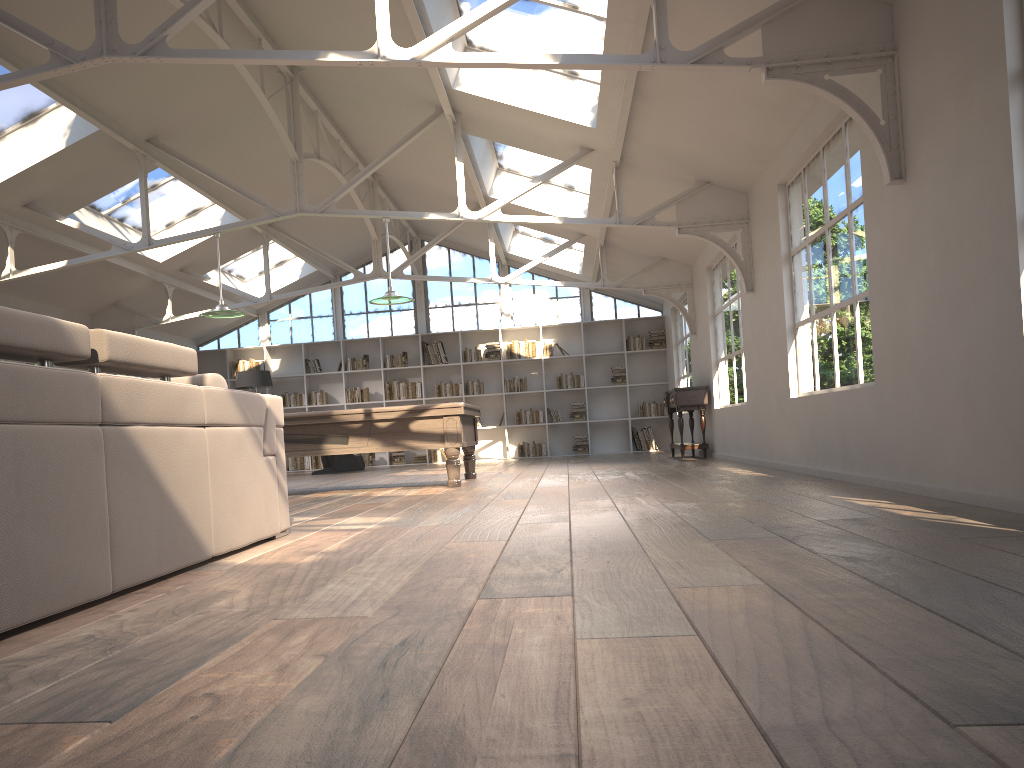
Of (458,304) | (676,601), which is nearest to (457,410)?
(676,601)

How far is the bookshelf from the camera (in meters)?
15.81

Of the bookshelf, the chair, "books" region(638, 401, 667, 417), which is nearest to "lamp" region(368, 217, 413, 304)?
the chair

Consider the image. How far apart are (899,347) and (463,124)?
5.5 meters

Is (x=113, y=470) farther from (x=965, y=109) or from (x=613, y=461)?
(x=613, y=461)

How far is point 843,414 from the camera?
6.0 meters

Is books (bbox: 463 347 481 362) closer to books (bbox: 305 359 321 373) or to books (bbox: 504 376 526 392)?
books (bbox: 504 376 526 392)

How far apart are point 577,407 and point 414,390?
2.9 meters

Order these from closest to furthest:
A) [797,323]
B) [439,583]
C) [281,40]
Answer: [439,583]
[797,323]
[281,40]

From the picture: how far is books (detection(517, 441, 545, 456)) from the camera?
15.59m
